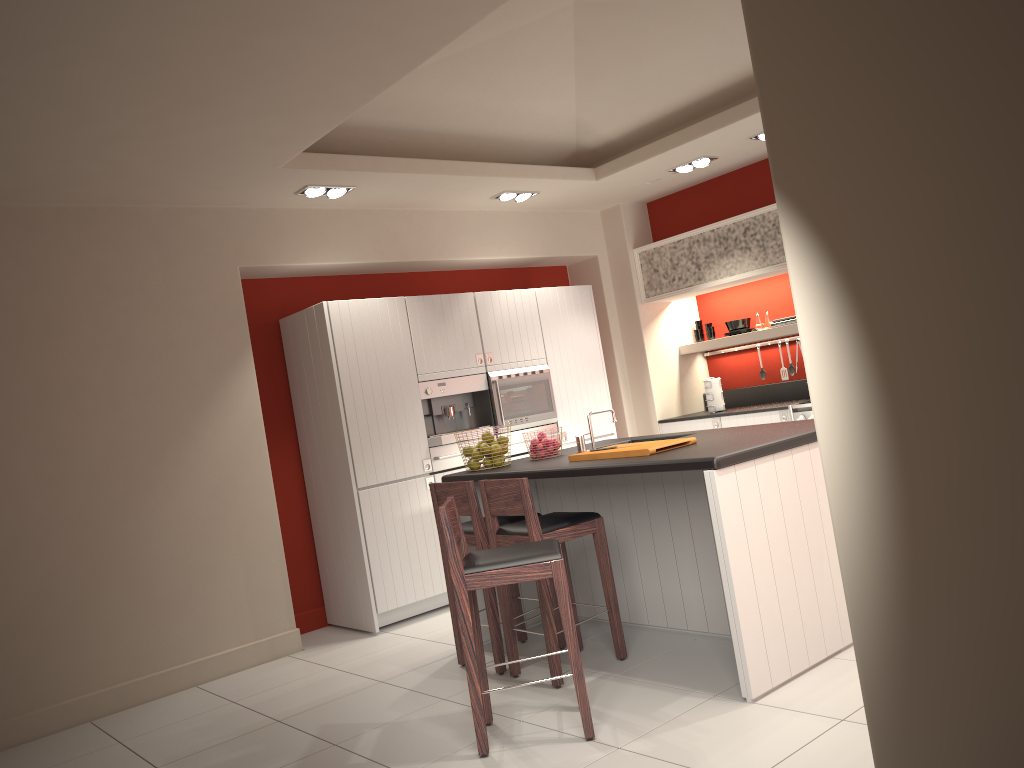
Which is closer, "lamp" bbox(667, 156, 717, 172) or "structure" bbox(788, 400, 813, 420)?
"structure" bbox(788, 400, 813, 420)

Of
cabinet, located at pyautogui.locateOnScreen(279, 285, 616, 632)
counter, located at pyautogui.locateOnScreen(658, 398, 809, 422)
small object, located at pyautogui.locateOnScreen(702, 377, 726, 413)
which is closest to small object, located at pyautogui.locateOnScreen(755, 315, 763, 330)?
small object, located at pyautogui.locateOnScreen(702, 377, 726, 413)

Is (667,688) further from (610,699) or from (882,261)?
(882,261)

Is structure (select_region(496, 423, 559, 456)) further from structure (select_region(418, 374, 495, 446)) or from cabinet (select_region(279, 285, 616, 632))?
cabinet (select_region(279, 285, 616, 632))

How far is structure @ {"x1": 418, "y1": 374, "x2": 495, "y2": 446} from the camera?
6.5m

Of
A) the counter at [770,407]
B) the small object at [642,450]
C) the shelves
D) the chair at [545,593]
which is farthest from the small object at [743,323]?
the chair at [545,593]

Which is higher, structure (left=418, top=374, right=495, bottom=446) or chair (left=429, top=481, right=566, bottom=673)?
structure (left=418, top=374, right=495, bottom=446)

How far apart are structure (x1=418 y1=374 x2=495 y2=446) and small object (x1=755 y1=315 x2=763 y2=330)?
2.57m

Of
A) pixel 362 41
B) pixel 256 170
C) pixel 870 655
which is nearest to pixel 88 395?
pixel 256 170

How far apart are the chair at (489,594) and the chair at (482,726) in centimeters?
69cm
